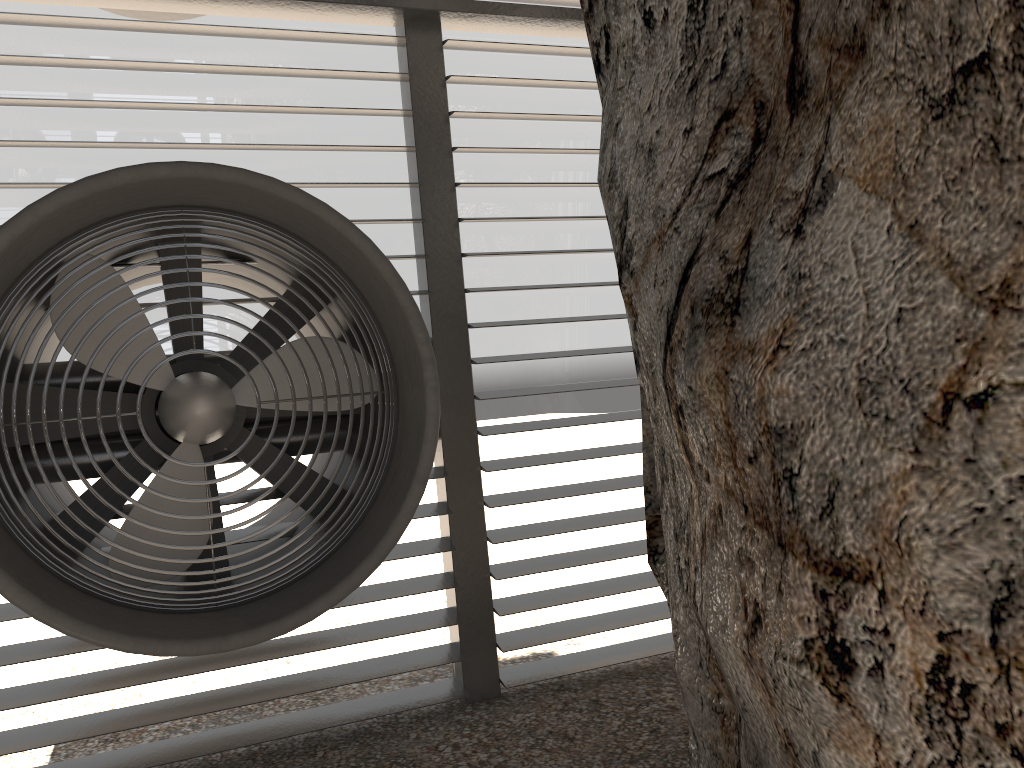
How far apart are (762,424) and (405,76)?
3.1 meters

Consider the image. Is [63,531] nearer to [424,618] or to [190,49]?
[424,618]

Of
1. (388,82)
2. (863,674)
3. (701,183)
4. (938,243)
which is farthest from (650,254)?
(388,82)
